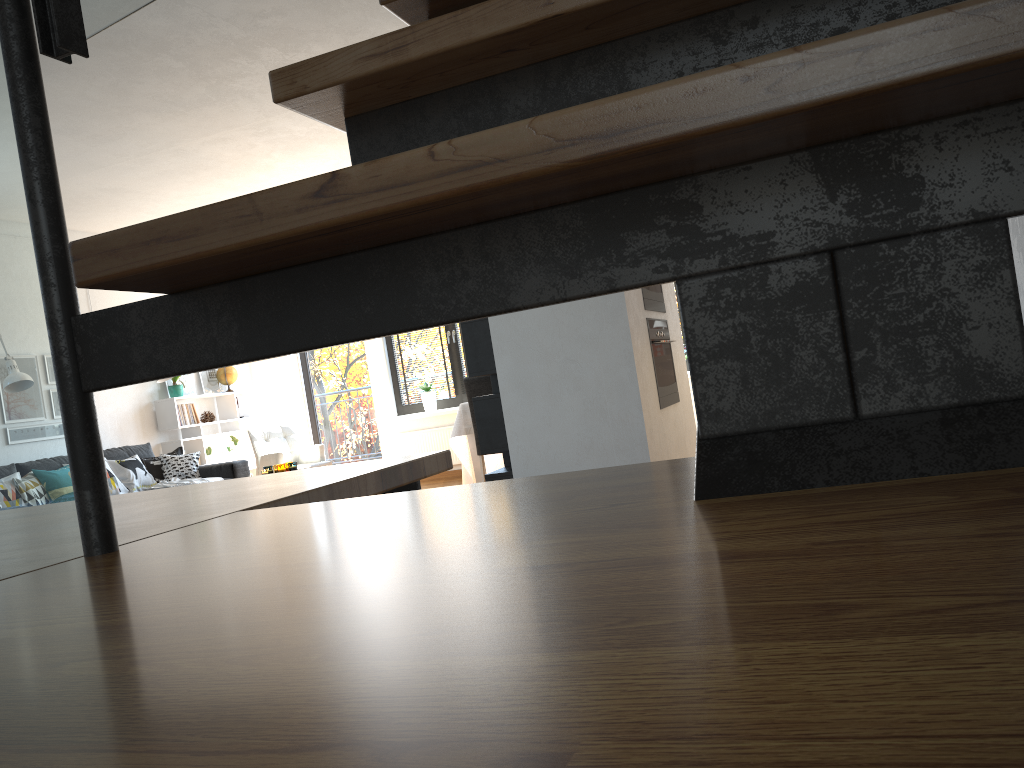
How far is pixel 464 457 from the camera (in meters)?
7.09

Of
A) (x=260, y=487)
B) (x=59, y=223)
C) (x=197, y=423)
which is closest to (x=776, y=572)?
(x=59, y=223)

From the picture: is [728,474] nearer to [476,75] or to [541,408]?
[476,75]

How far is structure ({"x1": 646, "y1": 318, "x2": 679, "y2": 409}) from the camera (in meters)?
4.51

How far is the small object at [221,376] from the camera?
9.2 meters

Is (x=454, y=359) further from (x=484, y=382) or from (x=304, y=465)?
(x=484, y=382)

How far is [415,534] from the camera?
0.5 meters

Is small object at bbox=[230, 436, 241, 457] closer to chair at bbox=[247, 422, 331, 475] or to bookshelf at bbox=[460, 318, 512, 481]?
chair at bbox=[247, 422, 331, 475]

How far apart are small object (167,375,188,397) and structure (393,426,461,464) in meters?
2.2

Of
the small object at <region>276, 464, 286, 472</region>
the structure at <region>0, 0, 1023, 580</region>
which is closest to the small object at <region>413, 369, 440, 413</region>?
the small object at <region>276, 464, 286, 472</region>
